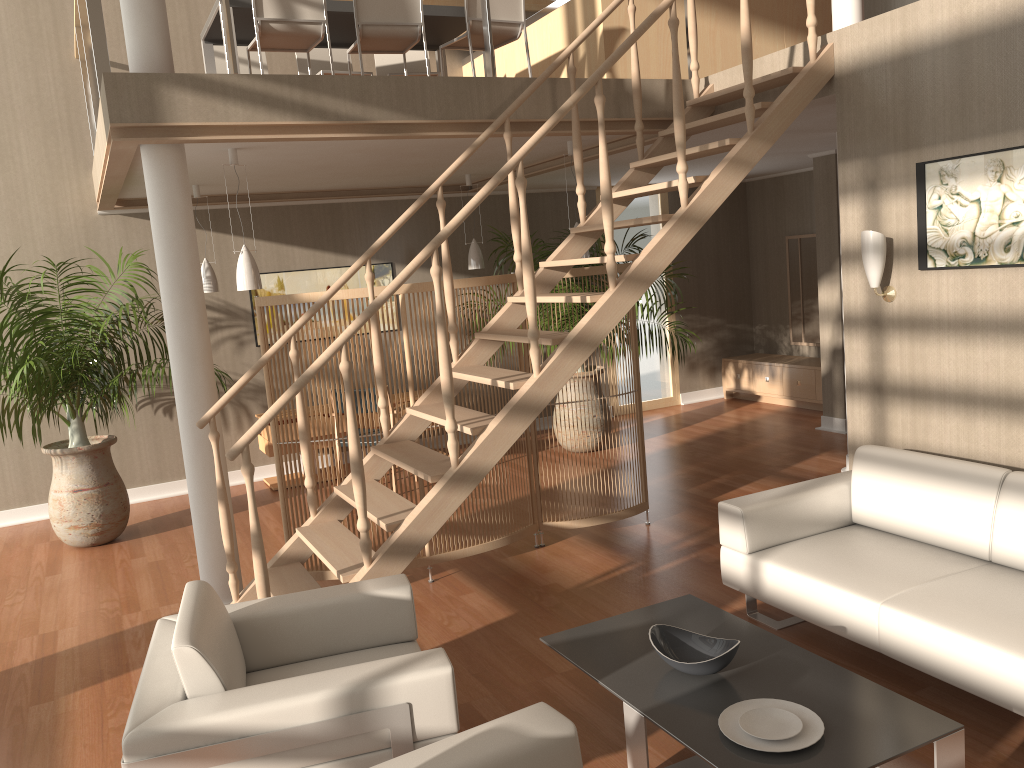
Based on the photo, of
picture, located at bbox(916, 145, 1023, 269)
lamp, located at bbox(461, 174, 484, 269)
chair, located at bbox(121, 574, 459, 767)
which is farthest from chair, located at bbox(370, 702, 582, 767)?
lamp, located at bbox(461, 174, 484, 269)

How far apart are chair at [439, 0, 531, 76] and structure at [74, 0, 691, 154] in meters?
0.7

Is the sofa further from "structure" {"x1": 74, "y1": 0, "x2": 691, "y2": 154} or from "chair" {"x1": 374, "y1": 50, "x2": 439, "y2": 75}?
"chair" {"x1": 374, "y1": 50, "x2": 439, "y2": 75}

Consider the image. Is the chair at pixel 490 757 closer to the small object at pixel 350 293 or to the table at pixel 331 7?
the small object at pixel 350 293

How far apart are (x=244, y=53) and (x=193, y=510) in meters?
3.7

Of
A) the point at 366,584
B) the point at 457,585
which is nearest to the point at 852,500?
the point at 457,585

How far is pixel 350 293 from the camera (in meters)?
4.60

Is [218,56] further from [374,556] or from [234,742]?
[234,742]

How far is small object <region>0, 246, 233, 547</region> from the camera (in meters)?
5.84

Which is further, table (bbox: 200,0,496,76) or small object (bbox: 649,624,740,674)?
table (bbox: 200,0,496,76)
